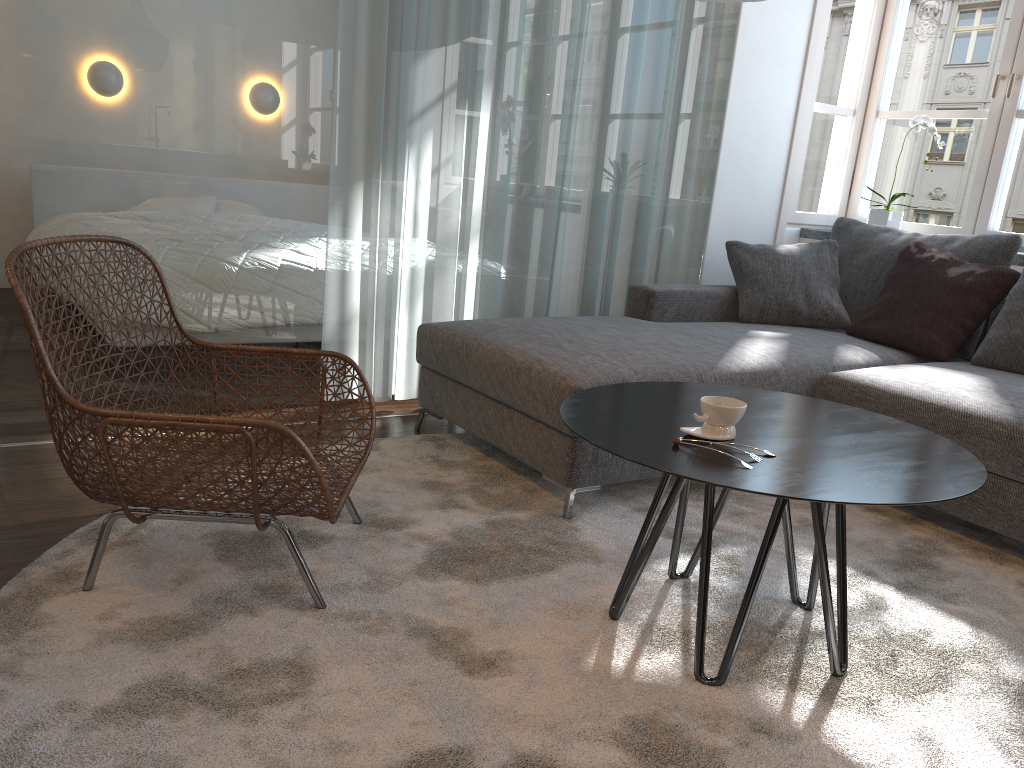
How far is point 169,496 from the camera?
1.8m

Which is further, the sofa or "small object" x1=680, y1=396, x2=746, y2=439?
the sofa

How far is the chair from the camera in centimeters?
167cm

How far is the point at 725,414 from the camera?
1.72m

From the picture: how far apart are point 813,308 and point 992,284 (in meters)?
0.66

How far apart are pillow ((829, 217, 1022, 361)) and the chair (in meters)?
2.27

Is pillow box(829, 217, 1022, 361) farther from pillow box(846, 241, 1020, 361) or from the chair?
the chair

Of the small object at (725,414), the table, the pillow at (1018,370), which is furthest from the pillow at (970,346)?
the small object at (725,414)

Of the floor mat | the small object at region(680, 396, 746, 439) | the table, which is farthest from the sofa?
the small object at region(680, 396, 746, 439)

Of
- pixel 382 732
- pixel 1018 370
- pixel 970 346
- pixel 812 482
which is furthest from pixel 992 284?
pixel 382 732
